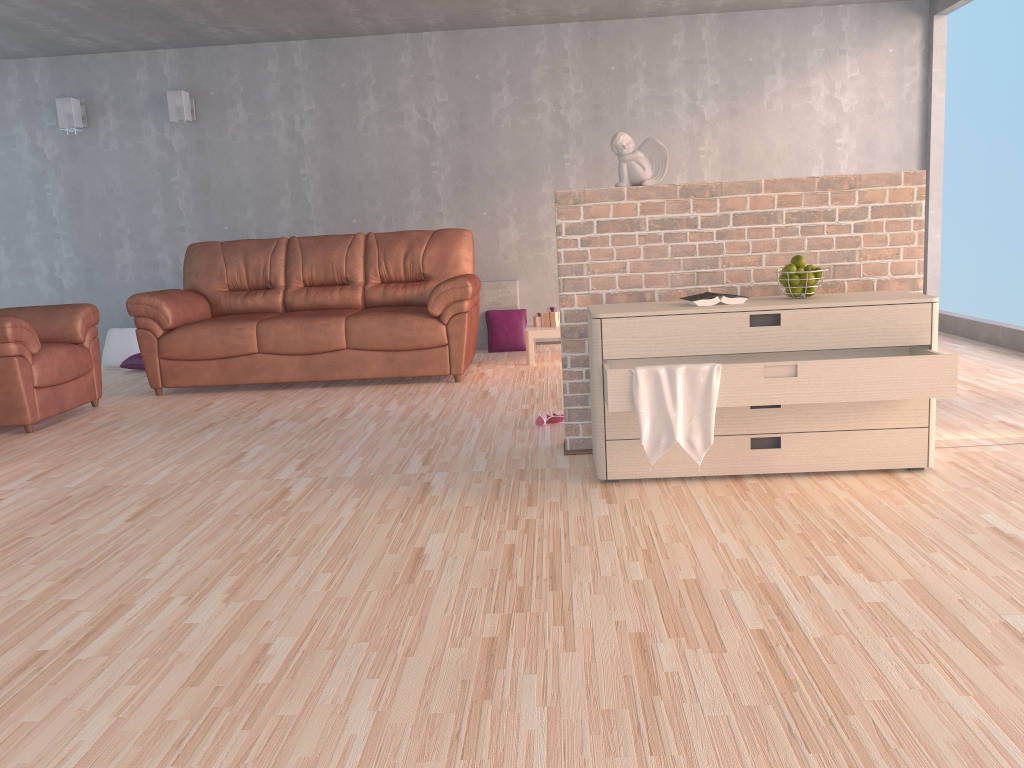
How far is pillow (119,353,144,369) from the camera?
6.8m

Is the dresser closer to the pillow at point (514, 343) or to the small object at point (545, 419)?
the small object at point (545, 419)

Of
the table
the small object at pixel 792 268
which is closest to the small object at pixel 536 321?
the table

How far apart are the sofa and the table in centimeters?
37cm

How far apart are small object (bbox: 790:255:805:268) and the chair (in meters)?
3.78

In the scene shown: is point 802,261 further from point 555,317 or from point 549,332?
point 555,317

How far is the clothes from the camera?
2.9 meters

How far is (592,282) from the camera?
3.5m

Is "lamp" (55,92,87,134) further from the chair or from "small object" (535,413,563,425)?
"small object" (535,413,563,425)

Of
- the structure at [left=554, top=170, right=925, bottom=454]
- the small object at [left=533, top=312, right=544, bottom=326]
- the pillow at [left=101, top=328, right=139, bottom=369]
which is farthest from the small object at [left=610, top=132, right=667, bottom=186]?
the pillow at [left=101, top=328, right=139, bottom=369]
